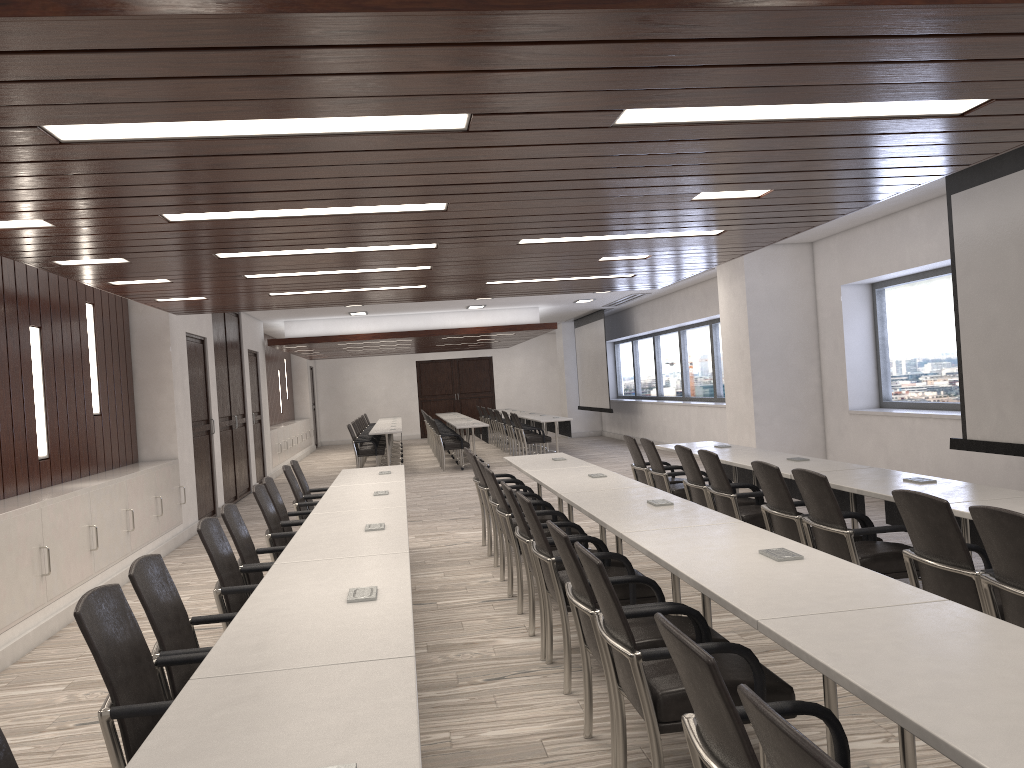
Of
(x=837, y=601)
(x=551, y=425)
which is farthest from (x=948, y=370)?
(x=551, y=425)

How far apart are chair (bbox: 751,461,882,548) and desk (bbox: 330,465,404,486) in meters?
3.0

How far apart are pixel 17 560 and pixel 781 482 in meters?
4.7 m

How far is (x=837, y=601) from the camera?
2.6m

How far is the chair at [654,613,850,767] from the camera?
1.7m

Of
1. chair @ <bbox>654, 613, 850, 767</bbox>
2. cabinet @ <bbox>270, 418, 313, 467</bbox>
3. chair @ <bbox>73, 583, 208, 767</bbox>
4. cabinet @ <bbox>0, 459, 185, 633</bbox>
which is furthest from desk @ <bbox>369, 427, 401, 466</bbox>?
chair @ <bbox>654, 613, 850, 767</bbox>

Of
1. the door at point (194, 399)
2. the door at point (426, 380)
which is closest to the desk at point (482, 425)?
the door at point (194, 399)

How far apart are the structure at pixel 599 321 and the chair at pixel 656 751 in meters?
15.8 m

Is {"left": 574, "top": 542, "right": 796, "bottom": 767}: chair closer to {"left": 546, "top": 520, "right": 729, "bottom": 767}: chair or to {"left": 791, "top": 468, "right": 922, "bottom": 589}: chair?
{"left": 546, "top": 520, "right": 729, "bottom": 767}: chair

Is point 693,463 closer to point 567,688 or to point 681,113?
point 567,688
